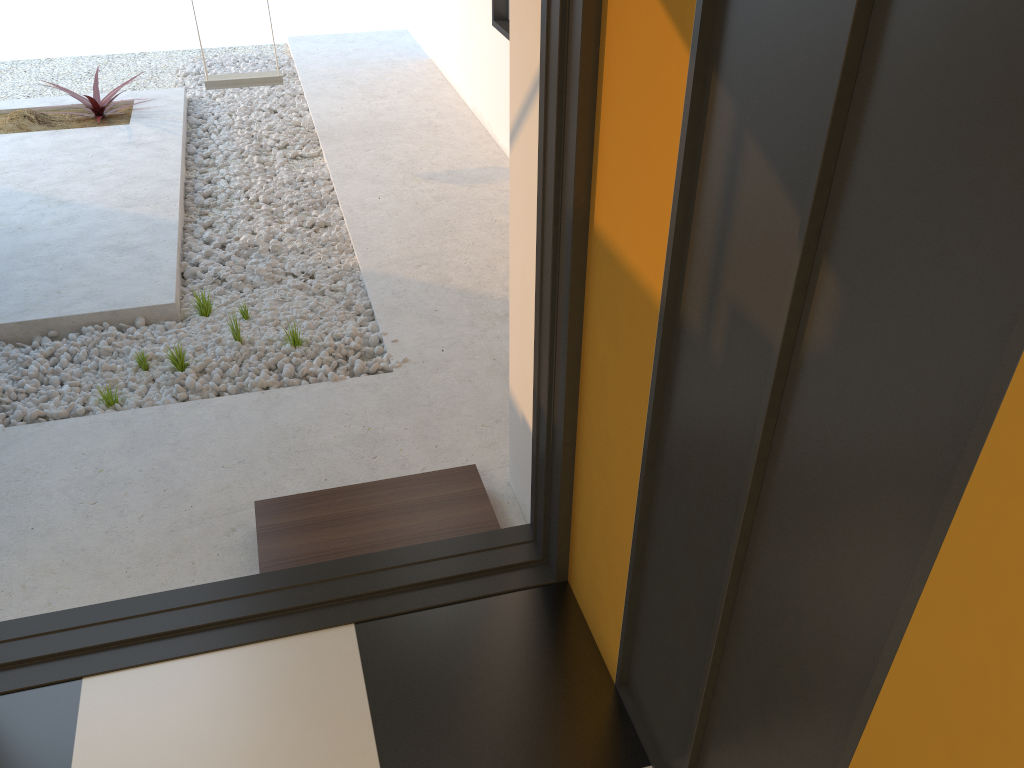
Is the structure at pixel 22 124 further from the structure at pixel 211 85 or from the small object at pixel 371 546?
the small object at pixel 371 546

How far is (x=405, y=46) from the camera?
7.8 meters

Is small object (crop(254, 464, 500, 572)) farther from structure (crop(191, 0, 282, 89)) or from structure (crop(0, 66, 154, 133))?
structure (crop(0, 66, 154, 133))

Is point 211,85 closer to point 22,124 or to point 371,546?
point 22,124

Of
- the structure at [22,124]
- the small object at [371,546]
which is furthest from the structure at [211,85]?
the small object at [371,546]

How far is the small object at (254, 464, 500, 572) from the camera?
2.5 meters

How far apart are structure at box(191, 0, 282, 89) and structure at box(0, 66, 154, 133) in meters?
0.8

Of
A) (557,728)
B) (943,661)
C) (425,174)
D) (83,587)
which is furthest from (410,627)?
(425,174)

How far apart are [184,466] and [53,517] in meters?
0.4

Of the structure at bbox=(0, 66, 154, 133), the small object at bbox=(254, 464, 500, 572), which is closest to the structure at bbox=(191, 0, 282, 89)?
the structure at bbox=(0, 66, 154, 133)
